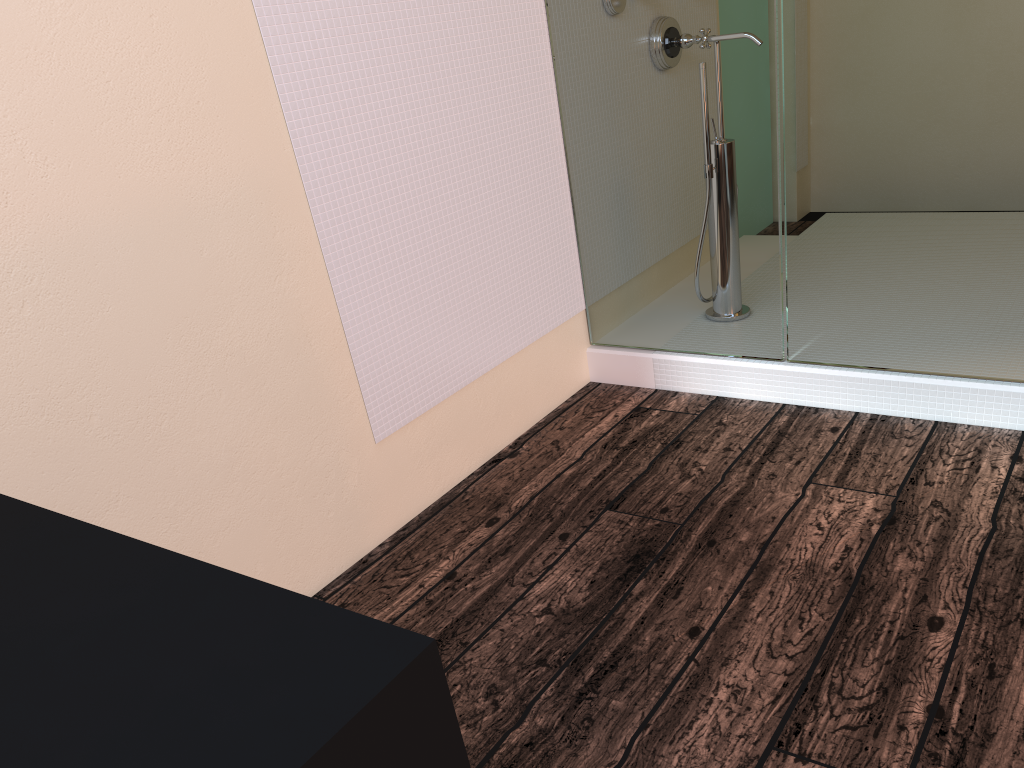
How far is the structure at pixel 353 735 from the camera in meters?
0.6 m

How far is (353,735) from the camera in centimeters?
58cm

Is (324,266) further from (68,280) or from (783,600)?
(783,600)

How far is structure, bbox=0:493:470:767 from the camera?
0.6m
